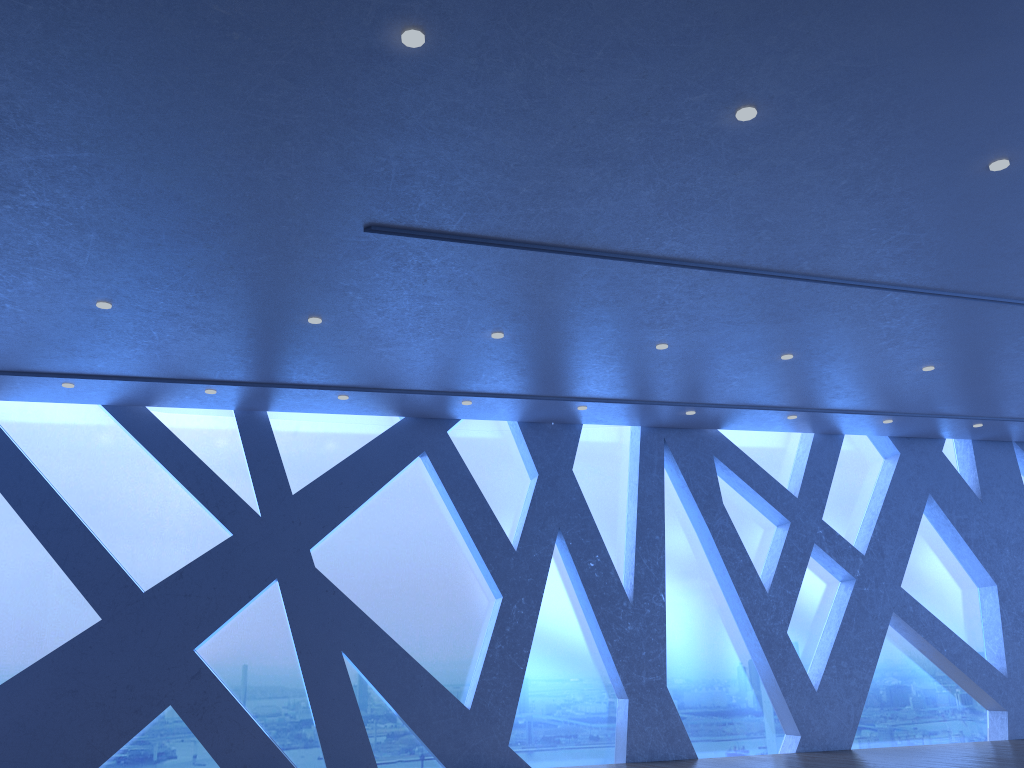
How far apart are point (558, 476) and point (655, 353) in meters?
2.7

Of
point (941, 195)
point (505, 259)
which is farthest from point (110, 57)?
point (941, 195)

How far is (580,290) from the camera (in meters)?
6.99
